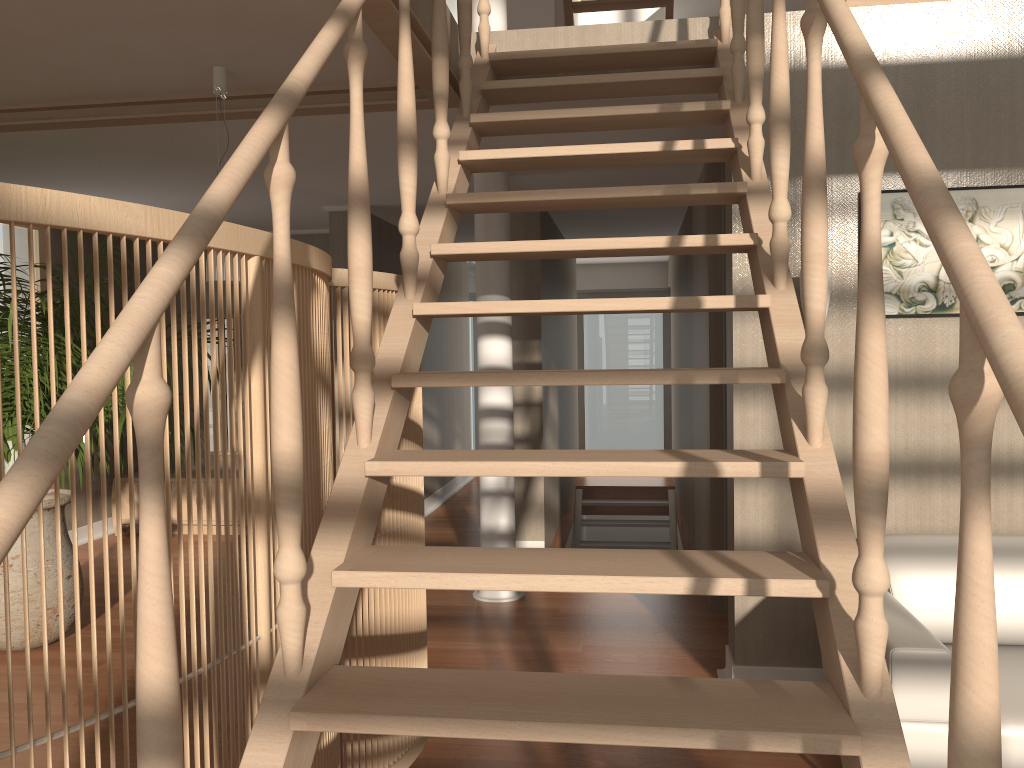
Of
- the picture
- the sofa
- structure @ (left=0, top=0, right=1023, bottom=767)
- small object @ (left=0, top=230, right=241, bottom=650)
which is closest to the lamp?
structure @ (left=0, top=0, right=1023, bottom=767)

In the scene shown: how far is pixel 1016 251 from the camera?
3.4 meters

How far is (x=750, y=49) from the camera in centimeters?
254cm

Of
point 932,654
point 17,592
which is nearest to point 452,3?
point 932,654

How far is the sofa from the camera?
2.4 meters

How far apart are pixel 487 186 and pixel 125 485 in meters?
4.0

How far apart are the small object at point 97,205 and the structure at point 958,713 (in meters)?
0.10

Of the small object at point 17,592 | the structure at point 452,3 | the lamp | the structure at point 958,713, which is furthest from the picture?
the small object at point 17,592

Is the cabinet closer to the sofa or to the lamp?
the lamp

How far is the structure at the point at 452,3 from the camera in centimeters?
360cm
